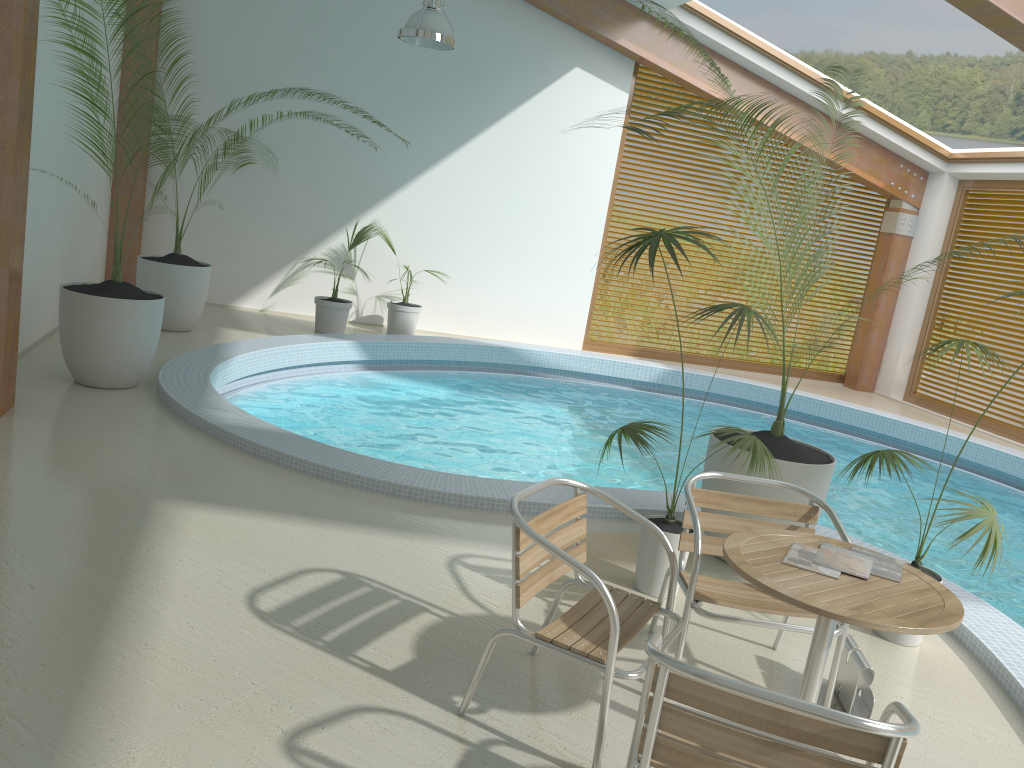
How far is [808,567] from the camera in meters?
2.7 m

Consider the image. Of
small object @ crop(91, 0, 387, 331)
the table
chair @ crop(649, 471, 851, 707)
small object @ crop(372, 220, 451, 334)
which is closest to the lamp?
small object @ crop(91, 0, 387, 331)

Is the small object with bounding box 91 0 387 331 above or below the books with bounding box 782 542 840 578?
below

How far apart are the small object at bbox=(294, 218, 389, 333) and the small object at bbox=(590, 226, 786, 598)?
5.80m

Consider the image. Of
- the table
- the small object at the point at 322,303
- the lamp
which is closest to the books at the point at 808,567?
the table

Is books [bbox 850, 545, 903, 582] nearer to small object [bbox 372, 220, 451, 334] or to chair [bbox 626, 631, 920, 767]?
chair [bbox 626, 631, 920, 767]

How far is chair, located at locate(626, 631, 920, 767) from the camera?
1.9 meters

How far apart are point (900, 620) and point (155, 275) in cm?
731

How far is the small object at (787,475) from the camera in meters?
4.4 m

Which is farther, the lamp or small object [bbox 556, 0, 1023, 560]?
the lamp
